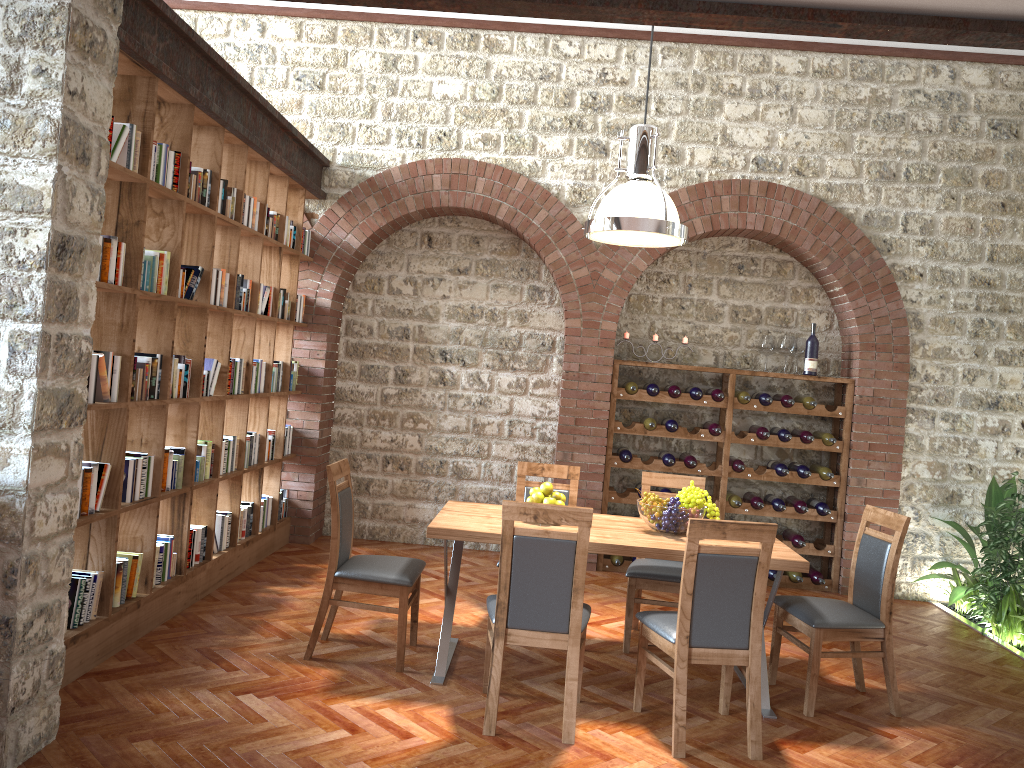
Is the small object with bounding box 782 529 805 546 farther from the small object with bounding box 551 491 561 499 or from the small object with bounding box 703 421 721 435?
the small object with bounding box 551 491 561 499

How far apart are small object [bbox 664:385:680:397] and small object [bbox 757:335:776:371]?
0.8 meters

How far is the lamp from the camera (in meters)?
4.34

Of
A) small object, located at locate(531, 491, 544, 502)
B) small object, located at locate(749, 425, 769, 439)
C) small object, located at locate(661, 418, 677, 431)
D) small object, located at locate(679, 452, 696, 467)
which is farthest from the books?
small object, located at locate(749, 425, 769, 439)

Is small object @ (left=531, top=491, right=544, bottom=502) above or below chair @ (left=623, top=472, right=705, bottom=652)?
above

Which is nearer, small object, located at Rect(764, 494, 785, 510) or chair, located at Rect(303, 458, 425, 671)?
chair, located at Rect(303, 458, 425, 671)

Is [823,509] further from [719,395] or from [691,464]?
[719,395]

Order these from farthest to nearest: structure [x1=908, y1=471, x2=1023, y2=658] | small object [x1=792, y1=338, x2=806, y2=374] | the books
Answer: small object [x1=792, y1=338, x2=806, y2=374]
structure [x1=908, y1=471, x2=1023, y2=658]
the books

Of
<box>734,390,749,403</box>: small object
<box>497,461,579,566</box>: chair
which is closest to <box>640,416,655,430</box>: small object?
<box>734,390,749,403</box>: small object

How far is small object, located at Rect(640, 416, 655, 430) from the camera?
7.02m
